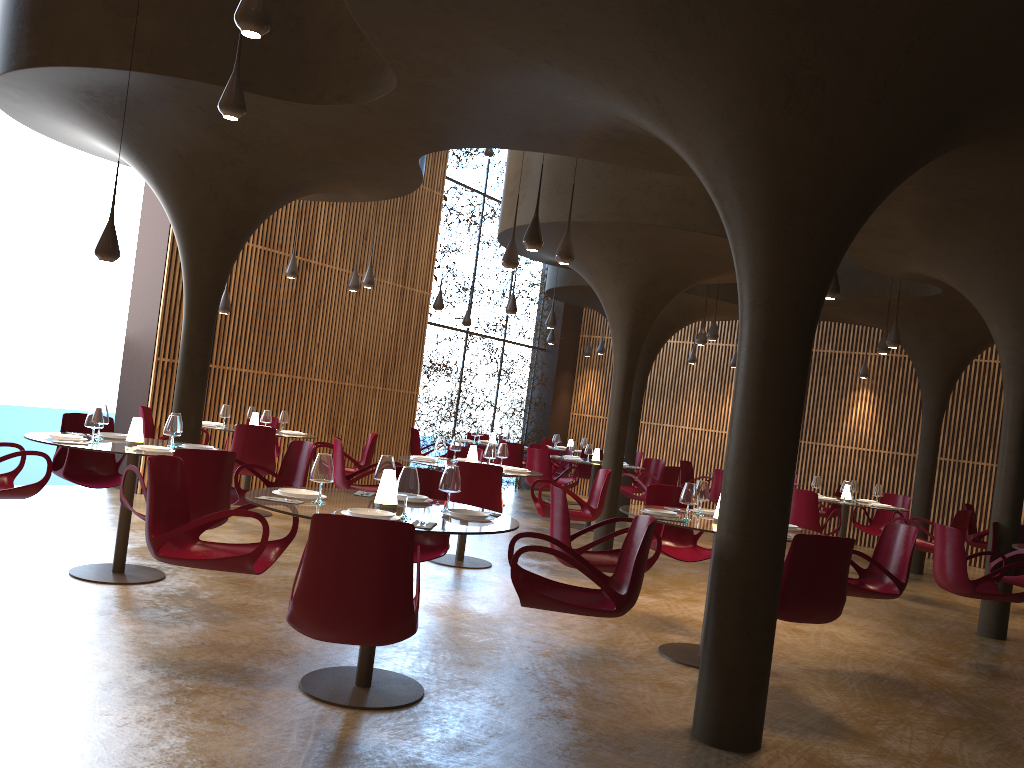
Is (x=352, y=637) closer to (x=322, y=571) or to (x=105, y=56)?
(x=322, y=571)

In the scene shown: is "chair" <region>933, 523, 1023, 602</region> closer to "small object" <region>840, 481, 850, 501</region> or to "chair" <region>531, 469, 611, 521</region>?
"chair" <region>531, 469, 611, 521</region>

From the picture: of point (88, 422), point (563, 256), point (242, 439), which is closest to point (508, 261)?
point (563, 256)

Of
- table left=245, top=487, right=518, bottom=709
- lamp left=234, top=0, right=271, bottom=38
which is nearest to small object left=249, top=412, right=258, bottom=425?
table left=245, top=487, right=518, bottom=709

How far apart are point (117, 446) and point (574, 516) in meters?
4.9

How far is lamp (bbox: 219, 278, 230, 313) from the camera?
12.27m

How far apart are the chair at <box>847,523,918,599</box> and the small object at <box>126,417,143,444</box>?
6.0m

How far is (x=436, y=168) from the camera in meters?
17.0

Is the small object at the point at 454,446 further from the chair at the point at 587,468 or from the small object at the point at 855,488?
the chair at the point at 587,468

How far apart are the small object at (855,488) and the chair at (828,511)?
2.4m
